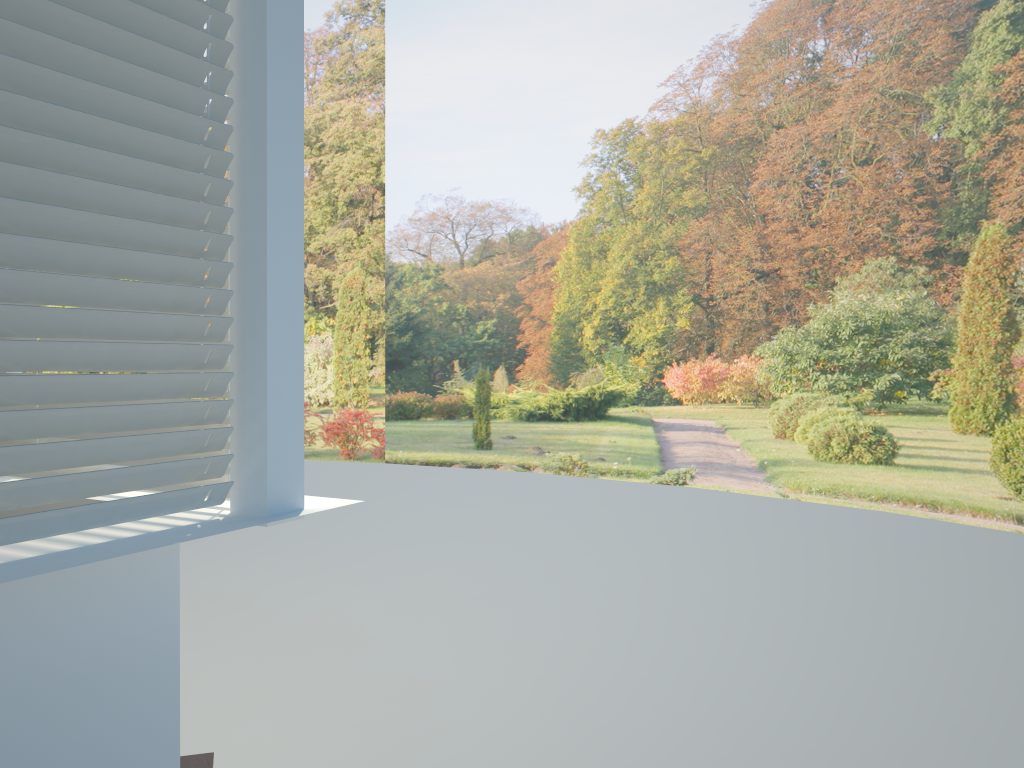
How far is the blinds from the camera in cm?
154

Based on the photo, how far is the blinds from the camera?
1.5 meters

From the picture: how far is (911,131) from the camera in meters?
8.1

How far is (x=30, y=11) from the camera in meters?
1.5
